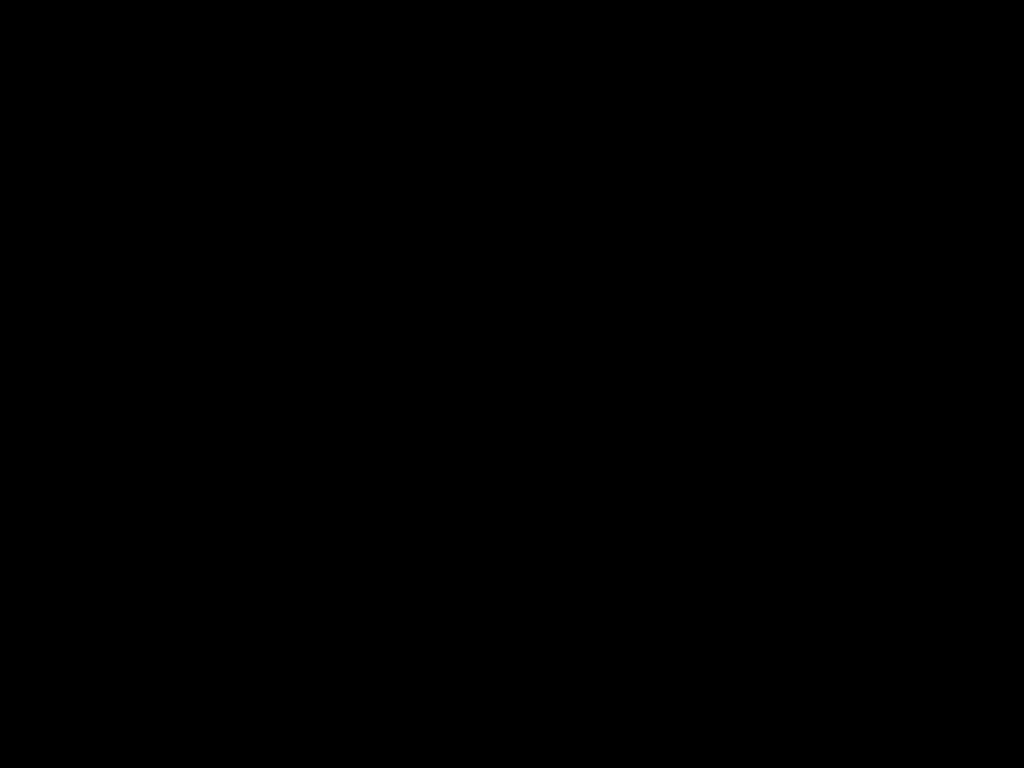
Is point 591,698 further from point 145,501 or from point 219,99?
point 145,501

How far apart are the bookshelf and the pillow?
0.0m

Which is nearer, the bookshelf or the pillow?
the bookshelf

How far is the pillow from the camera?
1.79m

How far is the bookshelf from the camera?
1.4 meters

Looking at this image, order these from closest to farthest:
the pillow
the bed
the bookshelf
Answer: the bed → the bookshelf → the pillow

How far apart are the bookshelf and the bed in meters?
0.0

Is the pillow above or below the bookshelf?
above

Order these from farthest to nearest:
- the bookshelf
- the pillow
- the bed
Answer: the pillow → the bookshelf → the bed

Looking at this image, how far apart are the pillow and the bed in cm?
2
